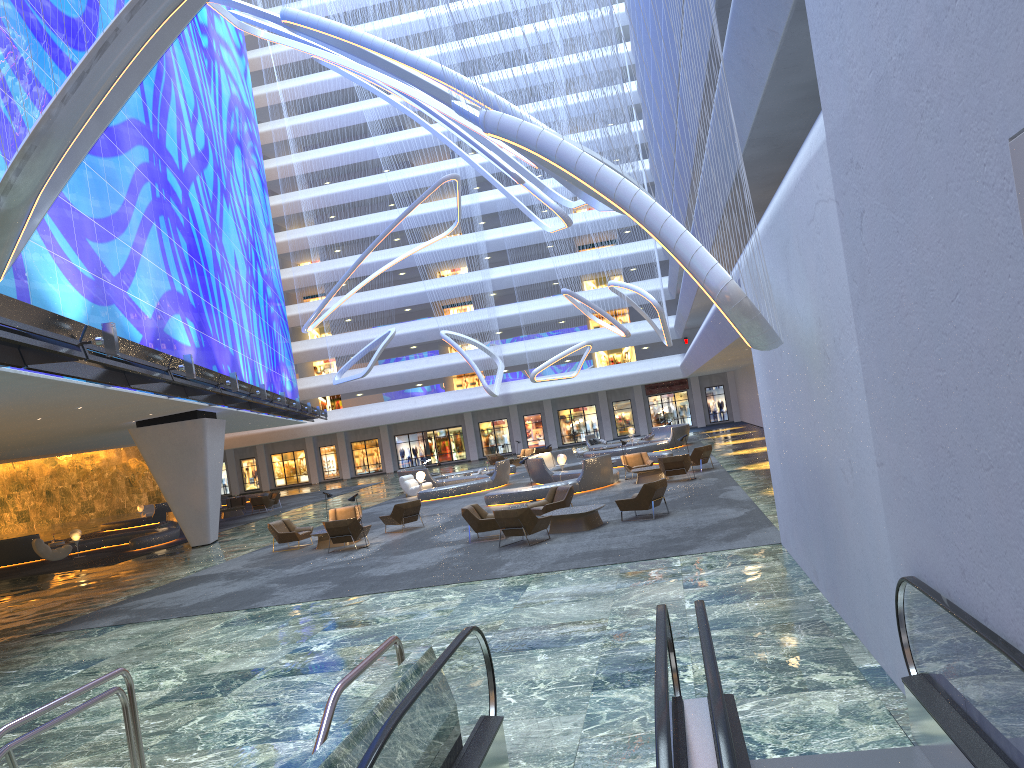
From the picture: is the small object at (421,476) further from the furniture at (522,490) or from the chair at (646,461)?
the chair at (646,461)

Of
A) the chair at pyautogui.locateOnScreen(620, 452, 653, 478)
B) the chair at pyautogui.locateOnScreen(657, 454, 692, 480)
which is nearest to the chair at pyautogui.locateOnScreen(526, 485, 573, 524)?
the chair at pyautogui.locateOnScreen(657, 454, 692, 480)

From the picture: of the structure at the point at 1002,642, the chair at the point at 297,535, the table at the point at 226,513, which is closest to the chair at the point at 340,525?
the chair at the point at 297,535

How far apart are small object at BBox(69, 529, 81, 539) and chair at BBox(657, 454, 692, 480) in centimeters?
2035cm

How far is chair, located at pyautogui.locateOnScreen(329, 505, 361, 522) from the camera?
24.46m

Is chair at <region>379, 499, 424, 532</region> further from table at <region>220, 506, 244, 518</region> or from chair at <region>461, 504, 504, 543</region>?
table at <region>220, 506, 244, 518</region>

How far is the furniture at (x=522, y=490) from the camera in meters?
25.8 m

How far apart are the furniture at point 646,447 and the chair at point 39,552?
21.72m

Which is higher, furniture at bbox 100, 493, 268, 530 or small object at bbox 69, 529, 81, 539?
small object at bbox 69, 529, 81, 539

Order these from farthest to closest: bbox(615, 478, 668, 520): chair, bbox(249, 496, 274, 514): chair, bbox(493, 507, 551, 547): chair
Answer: bbox(249, 496, 274, 514): chair
bbox(615, 478, 668, 520): chair
bbox(493, 507, 551, 547): chair
